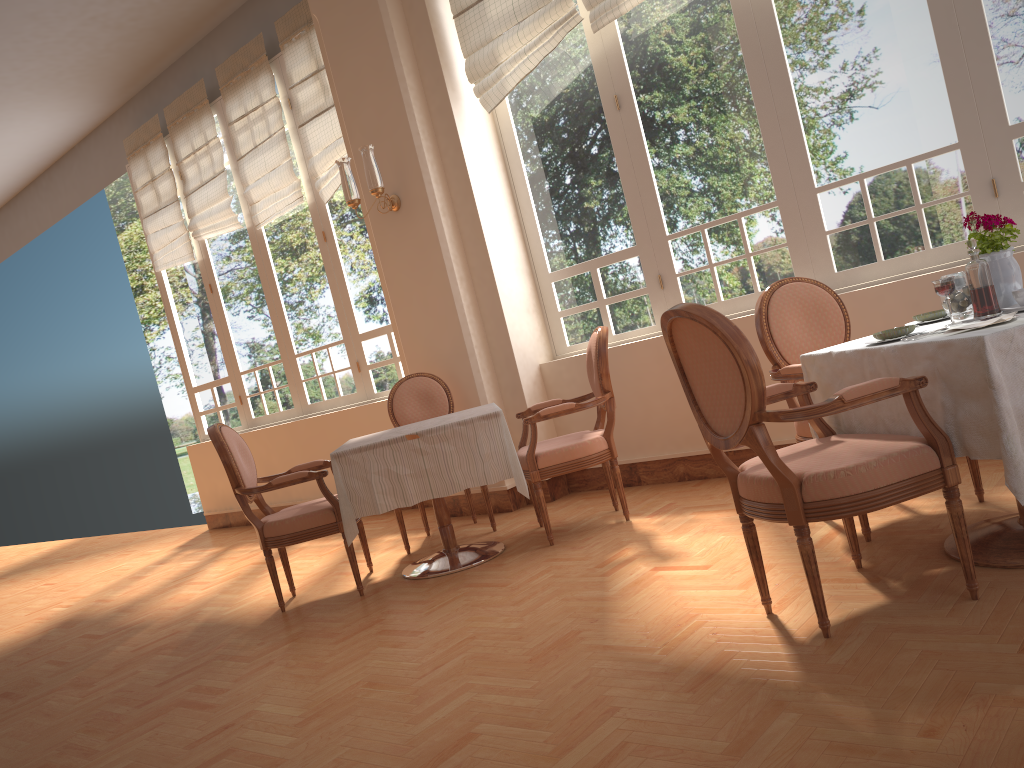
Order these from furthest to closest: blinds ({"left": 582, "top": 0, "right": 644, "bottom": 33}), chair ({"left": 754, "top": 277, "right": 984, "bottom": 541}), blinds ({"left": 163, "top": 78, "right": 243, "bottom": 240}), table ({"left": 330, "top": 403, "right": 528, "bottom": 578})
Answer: blinds ({"left": 163, "top": 78, "right": 243, "bottom": 240}) < blinds ({"left": 582, "top": 0, "right": 644, "bottom": 33}) < table ({"left": 330, "top": 403, "right": 528, "bottom": 578}) < chair ({"left": 754, "top": 277, "right": 984, "bottom": 541})

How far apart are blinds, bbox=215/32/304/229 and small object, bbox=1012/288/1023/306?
5.2m

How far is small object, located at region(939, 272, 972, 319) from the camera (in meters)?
2.57

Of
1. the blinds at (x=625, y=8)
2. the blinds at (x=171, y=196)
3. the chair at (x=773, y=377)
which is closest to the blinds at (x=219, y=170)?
the blinds at (x=171, y=196)

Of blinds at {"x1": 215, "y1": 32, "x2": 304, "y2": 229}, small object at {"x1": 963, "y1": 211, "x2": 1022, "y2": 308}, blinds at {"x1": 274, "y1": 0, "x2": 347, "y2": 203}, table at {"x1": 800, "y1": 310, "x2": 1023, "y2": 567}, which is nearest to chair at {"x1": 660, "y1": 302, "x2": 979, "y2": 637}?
table at {"x1": 800, "y1": 310, "x2": 1023, "y2": 567}

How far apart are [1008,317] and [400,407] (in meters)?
3.44

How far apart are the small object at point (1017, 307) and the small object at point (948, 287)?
0.2m

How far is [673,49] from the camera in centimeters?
456cm

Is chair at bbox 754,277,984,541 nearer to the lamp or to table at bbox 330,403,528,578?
table at bbox 330,403,528,578

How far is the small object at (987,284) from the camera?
2.5m
